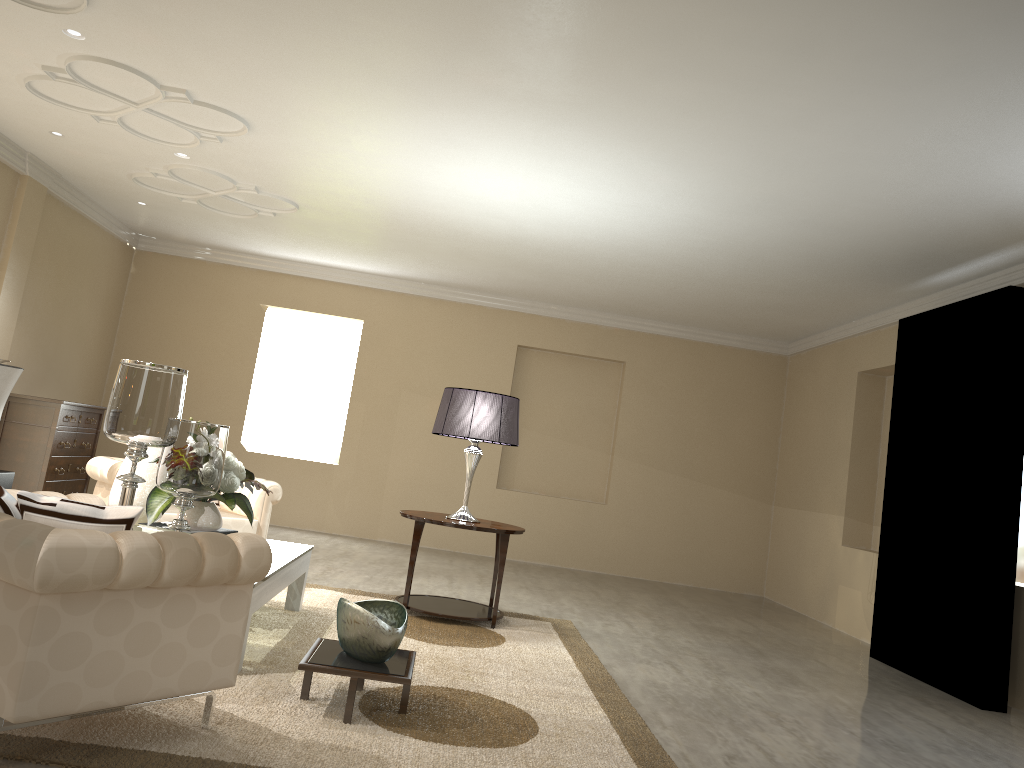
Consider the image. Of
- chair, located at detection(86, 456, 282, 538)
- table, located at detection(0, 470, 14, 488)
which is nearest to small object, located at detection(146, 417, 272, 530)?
chair, located at detection(86, 456, 282, 538)

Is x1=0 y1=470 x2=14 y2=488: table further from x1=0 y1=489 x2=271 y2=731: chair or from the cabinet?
x1=0 y1=489 x2=271 y2=731: chair

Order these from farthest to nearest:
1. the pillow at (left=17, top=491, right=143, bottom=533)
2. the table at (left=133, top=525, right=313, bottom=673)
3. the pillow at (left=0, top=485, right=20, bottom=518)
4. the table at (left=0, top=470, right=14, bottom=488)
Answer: the table at (left=0, top=470, right=14, bottom=488)
the table at (left=133, top=525, right=313, bottom=673)
the pillow at (left=0, top=485, right=20, bottom=518)
the pillow at (left=17, top=491, right=143, bottom=533)

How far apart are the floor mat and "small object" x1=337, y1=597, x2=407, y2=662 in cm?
17

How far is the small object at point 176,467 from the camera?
3.3m

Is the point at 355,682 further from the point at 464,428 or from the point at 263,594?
the point at 464,428

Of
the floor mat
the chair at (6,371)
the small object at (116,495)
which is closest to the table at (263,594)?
the floor mat

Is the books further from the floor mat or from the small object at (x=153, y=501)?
the floor mat

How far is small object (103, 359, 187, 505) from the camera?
3.1 meters

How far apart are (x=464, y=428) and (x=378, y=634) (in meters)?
1.96
